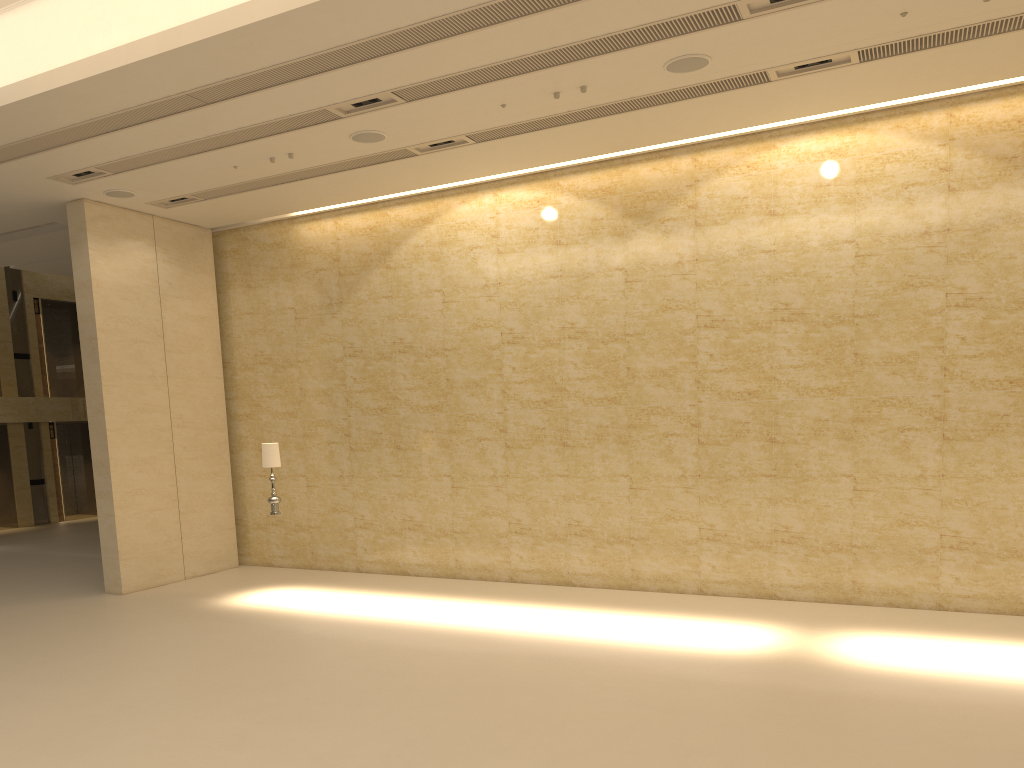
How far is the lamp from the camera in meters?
12.1 m

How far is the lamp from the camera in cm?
1207

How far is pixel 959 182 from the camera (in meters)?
10.75

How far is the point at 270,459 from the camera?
12.1 meters
